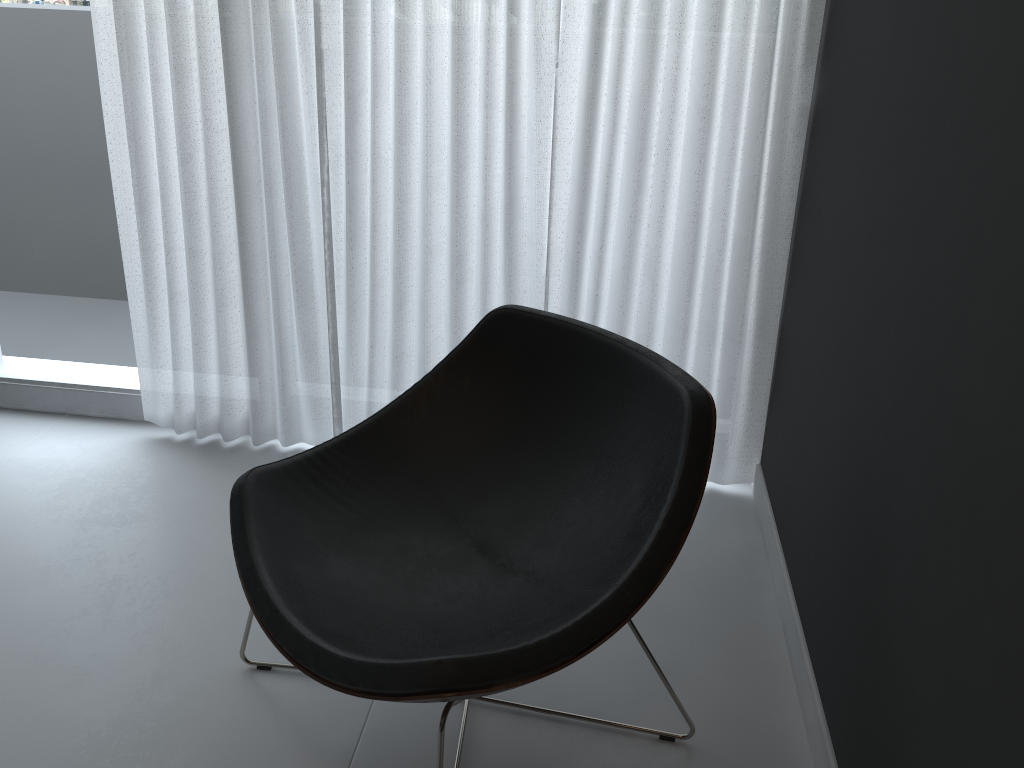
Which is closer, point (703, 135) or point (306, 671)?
point (306, 671)

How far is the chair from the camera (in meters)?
1.41

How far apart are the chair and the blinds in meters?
0.4

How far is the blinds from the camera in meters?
2.1

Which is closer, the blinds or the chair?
the chair

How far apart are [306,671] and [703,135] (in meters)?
1.50

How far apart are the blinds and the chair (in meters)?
0.44

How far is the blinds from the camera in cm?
212

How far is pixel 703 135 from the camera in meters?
2.1

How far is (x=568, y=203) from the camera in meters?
2.3 m
